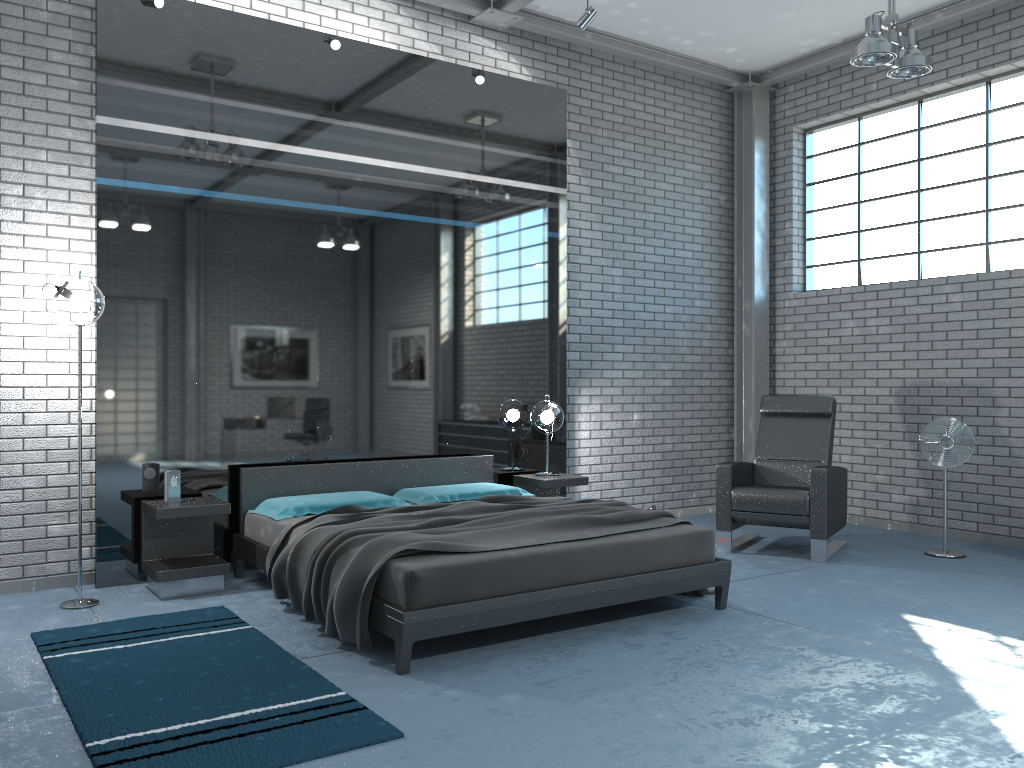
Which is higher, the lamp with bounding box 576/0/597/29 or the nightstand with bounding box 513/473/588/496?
the lamp with bounding box 576/0/597/29

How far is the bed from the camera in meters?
3.7

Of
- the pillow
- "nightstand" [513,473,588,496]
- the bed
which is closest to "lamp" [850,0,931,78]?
the bed

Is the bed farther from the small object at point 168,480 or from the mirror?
the small object at point 168,480

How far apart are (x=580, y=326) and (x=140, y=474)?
3.6m

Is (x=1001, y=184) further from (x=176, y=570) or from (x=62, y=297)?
(x=62, y=297)

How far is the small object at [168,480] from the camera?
5.0 meters

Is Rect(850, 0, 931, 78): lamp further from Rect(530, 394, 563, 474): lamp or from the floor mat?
the floor mat

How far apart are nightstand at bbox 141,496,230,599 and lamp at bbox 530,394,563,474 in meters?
2.4

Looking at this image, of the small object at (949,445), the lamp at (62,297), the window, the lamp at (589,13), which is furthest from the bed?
the window
